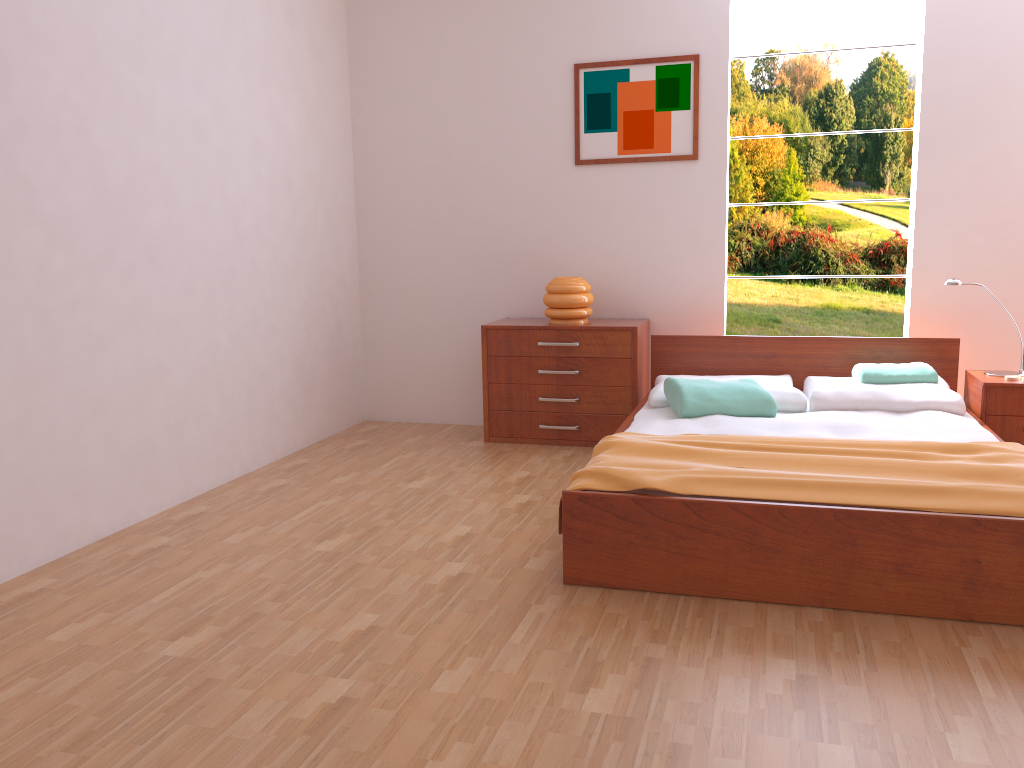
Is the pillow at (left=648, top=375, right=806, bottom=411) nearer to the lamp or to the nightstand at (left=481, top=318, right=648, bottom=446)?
the nightstand at (left=481, top=318, right=648, bottom=446)

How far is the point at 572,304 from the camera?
4.51m

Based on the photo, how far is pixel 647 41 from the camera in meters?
4.5

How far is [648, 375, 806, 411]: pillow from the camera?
3.8m

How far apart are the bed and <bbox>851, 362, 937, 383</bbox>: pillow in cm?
19

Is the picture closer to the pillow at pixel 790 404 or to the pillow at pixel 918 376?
the pillow at pixel 790 404

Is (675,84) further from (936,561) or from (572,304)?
(936,561)

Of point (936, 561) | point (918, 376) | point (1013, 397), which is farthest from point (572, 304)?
point (936, 561)

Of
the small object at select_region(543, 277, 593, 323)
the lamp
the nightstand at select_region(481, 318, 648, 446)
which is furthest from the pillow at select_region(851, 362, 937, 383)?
the small object at select_region(543, 277, 593, 323)

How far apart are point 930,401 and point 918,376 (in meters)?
0.23
